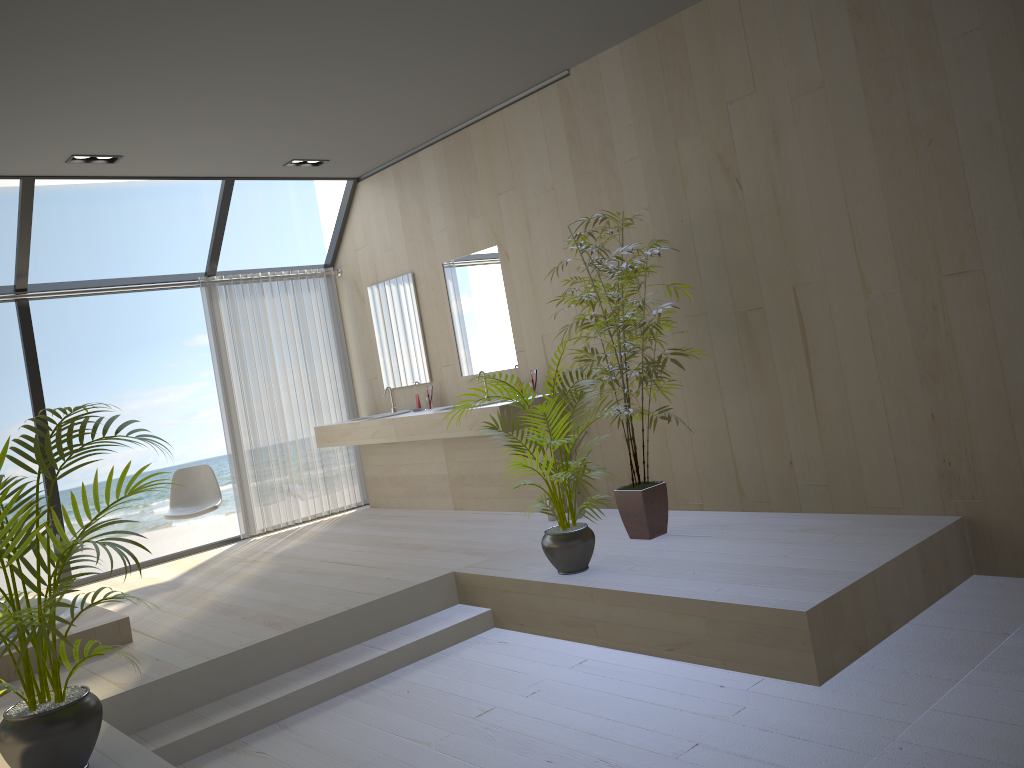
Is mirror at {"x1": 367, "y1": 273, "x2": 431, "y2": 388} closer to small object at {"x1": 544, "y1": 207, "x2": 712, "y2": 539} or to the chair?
the chair

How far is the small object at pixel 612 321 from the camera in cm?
461

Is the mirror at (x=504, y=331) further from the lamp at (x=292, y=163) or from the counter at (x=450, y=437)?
the lamp at (x=292, y=163)

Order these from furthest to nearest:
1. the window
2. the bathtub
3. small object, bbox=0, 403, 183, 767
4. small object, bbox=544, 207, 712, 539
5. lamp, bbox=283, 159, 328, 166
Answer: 1. lamp, bbox=283, 159, 328, 166
2. the window
3. small object, bbox=544, 207, 712, 539
4. the bathtub
5. small object, bbox=0, 403, 183, 767

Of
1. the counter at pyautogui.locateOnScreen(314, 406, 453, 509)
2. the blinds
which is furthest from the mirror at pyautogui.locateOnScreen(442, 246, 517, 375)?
the blinds

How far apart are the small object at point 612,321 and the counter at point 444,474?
2.1 meters

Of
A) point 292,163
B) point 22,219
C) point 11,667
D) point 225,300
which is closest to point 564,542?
point 11,667

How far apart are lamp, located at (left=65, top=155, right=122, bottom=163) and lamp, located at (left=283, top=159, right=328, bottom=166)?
1.27m

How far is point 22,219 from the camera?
5.9m

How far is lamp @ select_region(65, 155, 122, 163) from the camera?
5.55m
